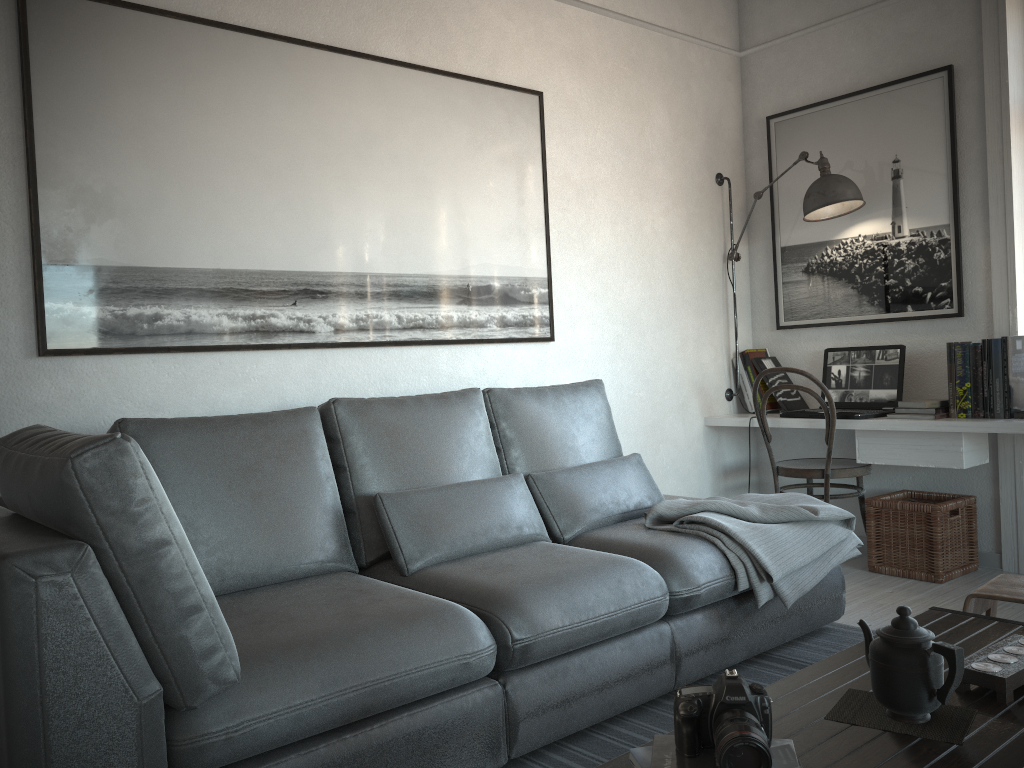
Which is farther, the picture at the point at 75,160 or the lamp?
the lamp

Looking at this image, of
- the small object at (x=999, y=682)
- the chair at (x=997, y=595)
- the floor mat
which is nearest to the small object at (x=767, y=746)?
the small object at (x=999, y=682)

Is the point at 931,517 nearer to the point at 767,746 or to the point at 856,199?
the point at 856,199

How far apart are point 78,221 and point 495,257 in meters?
1.5

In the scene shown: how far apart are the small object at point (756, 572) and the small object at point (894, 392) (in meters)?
0.88

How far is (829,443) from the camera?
3.84m

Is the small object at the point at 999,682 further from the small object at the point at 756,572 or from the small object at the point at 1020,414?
the small object at the point at 1020,414

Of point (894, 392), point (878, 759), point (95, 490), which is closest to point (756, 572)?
point (878, 759)

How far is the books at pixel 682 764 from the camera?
1.31m

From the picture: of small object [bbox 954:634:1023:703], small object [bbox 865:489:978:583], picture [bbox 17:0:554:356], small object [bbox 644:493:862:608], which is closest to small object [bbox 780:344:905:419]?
small object [bbox 865:489:978:583]
